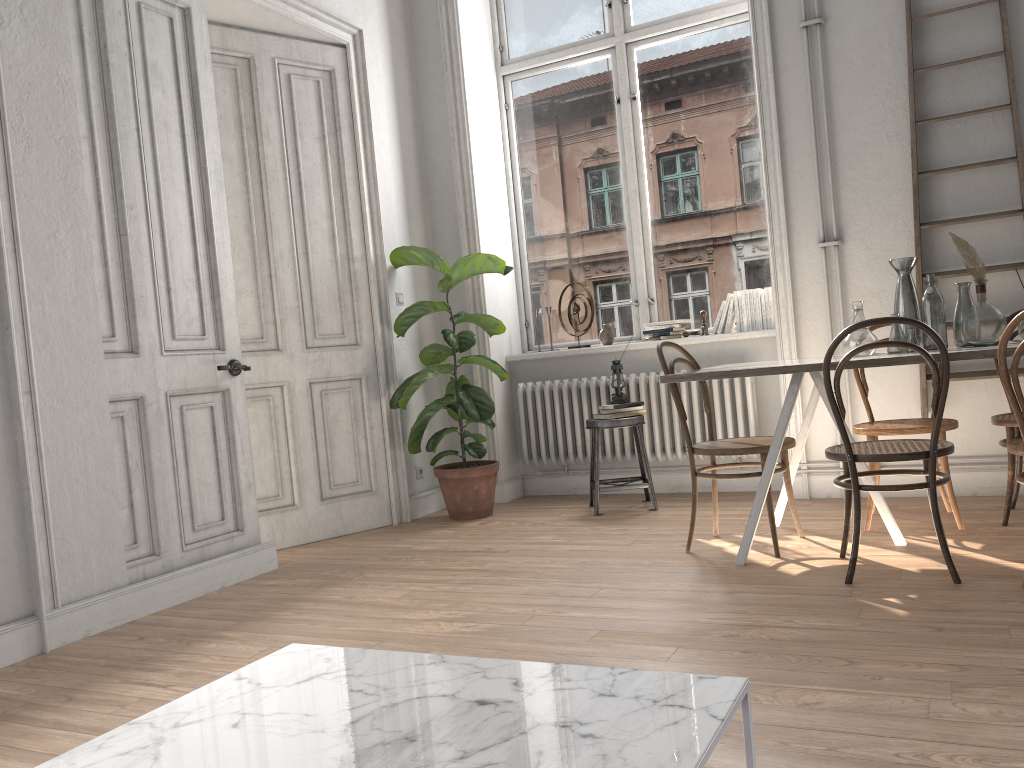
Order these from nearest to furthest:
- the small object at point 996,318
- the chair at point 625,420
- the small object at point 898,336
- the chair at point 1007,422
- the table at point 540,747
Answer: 1. the table at point 540,747
2. the small object at point 996,318
3. the small object at point 898,336
4. the chair at point 1007,422
5. the chair at point 625,420

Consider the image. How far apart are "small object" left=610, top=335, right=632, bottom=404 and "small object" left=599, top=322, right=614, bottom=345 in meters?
0.6 m

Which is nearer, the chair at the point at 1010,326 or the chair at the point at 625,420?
the chair at the point at 1010,326

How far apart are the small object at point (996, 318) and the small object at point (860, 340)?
0.32m

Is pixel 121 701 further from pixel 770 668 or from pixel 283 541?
pixel 283 541

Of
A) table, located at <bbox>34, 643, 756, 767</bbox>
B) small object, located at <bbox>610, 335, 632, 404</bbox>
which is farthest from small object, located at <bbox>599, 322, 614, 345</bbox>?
table, located at <bbox>34, 643, 756, 767</bbox>

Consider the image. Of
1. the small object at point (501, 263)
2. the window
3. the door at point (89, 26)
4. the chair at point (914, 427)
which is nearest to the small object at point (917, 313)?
the chair at point (914, 427)

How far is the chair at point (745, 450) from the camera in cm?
362

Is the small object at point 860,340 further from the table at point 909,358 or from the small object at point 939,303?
the small object at point 939,303

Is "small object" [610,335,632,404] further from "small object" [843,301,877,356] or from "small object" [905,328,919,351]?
"small object" [905,328,919,351]
